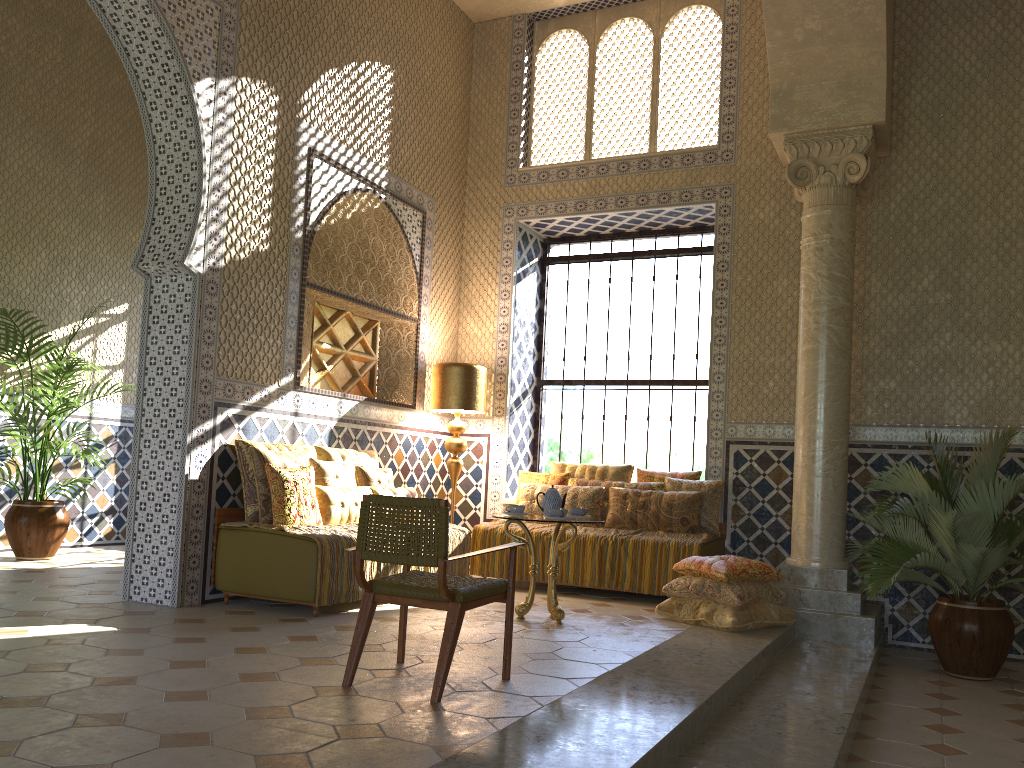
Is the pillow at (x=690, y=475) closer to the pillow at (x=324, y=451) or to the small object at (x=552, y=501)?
the small object at (x=552, y=501)

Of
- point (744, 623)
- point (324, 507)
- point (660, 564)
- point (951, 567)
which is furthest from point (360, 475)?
point (951, 567)

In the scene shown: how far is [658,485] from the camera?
10.9 meters

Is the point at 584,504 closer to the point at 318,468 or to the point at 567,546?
the point at 567,546

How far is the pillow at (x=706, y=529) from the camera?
10.4 meters

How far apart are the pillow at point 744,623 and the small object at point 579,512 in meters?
1.3 m

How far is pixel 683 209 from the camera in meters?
11.8

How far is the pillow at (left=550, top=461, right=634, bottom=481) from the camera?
11.3 meters

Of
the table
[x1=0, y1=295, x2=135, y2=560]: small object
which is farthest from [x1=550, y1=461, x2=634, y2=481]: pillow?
[x1=0, y1=295, x2=135, y2=560]: small object

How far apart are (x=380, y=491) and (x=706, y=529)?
3.85m
